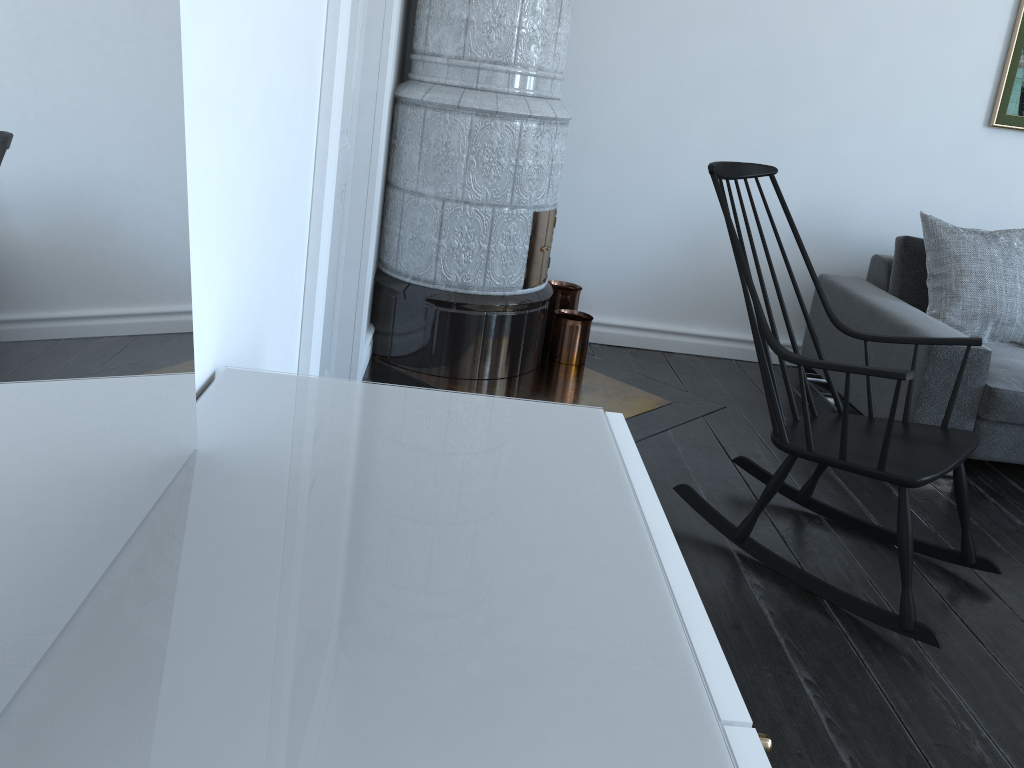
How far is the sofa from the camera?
3.0m

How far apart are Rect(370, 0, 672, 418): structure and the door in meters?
0.4 m

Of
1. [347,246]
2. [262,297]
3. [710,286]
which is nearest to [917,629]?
[262,297]

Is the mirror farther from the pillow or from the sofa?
the pillow

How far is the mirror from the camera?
0.6 meters

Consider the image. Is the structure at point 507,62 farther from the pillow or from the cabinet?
the cabinet

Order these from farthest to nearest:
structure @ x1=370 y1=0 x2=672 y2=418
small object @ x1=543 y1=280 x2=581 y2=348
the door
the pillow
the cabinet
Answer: the cabinet → small object @ x1=543 y1=280 x2=581 y2=348 → the pillow → structure @ x1=370 y1=0 x2=672 y2=418 → the door

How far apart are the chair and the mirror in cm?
159

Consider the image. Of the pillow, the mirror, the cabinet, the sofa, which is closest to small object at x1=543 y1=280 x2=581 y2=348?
the sofa

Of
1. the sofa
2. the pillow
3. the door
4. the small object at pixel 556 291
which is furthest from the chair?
the small object at pixel 556 291
